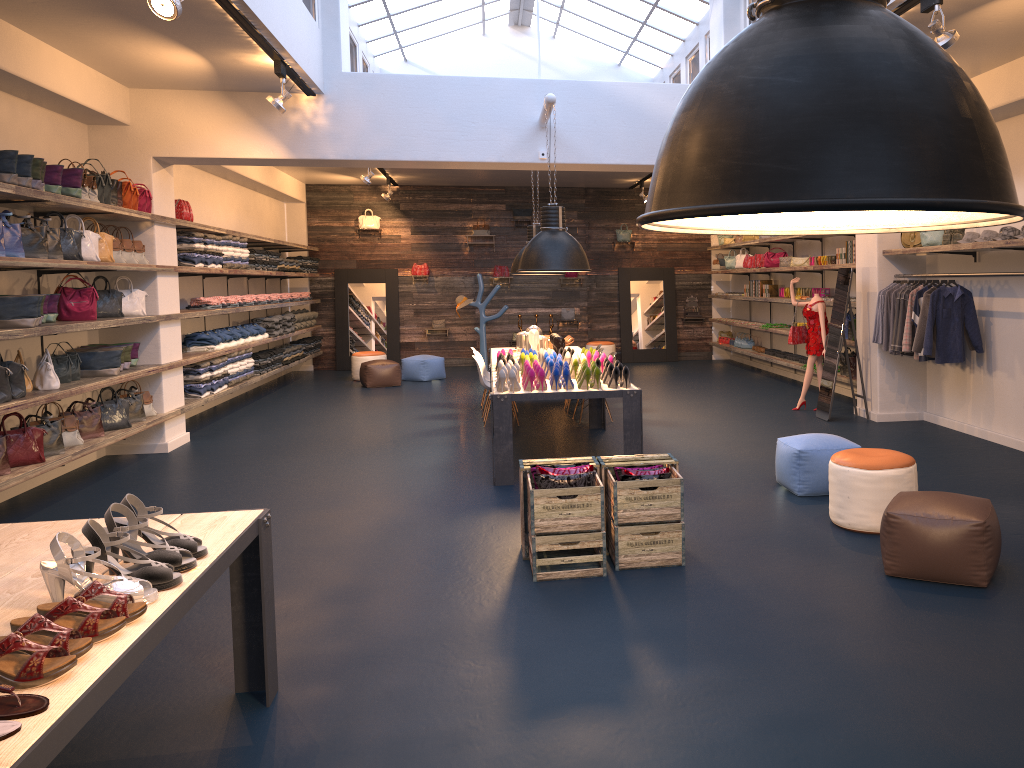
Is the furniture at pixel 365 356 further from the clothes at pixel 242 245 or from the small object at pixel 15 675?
the small object at pixel 15 675

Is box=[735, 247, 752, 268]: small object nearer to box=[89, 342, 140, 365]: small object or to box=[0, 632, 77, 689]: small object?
box=[89, 342, 140, 365]: small object

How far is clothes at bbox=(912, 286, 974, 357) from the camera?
8.3m

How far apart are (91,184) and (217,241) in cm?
338

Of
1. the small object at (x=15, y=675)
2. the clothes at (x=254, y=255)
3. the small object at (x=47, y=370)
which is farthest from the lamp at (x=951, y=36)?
the clothes at (x=254, y=255)

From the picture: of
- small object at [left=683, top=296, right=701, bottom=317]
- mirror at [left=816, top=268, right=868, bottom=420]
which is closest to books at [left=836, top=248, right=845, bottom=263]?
mirror at [left=816, top=268, right=868, bottom=420]

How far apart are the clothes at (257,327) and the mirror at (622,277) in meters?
7.3

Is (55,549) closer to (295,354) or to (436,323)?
(295,354)

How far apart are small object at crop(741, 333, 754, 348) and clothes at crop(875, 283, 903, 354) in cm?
606

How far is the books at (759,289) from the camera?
A: 14.4 meters
